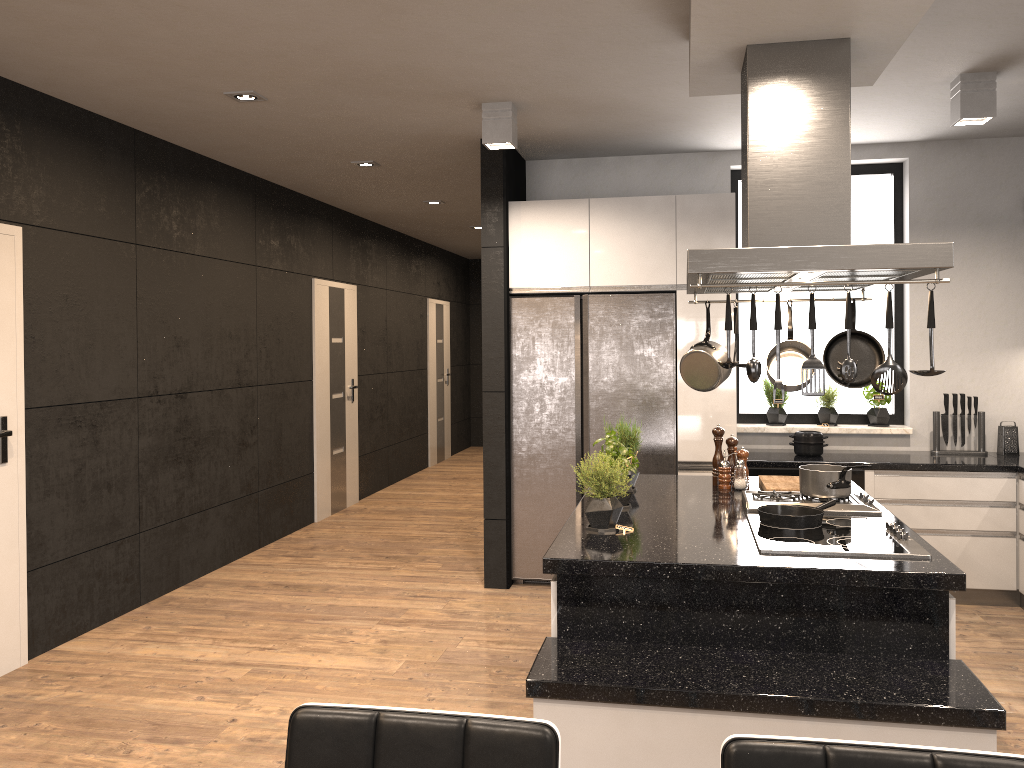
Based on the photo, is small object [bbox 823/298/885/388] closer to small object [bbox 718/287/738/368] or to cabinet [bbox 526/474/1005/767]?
cabinet [bbox 526/474/1005/767]

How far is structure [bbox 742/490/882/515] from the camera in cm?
341

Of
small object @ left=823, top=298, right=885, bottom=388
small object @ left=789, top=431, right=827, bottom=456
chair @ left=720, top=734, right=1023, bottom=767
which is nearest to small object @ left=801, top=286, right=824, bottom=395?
small object @ left=823, top=298, right=885, bottom=388

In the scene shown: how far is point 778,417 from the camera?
5.7m

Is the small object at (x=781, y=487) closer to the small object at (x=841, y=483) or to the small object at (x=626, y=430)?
the small object at (x=841, y=483)

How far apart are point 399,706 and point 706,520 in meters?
1.5 m

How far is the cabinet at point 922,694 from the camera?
2.33m

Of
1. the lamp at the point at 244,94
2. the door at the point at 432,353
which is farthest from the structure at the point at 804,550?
the door at the point at 432,353

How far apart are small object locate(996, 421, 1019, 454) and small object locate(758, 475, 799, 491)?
2.1m

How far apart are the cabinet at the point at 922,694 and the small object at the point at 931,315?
0.6 meters
